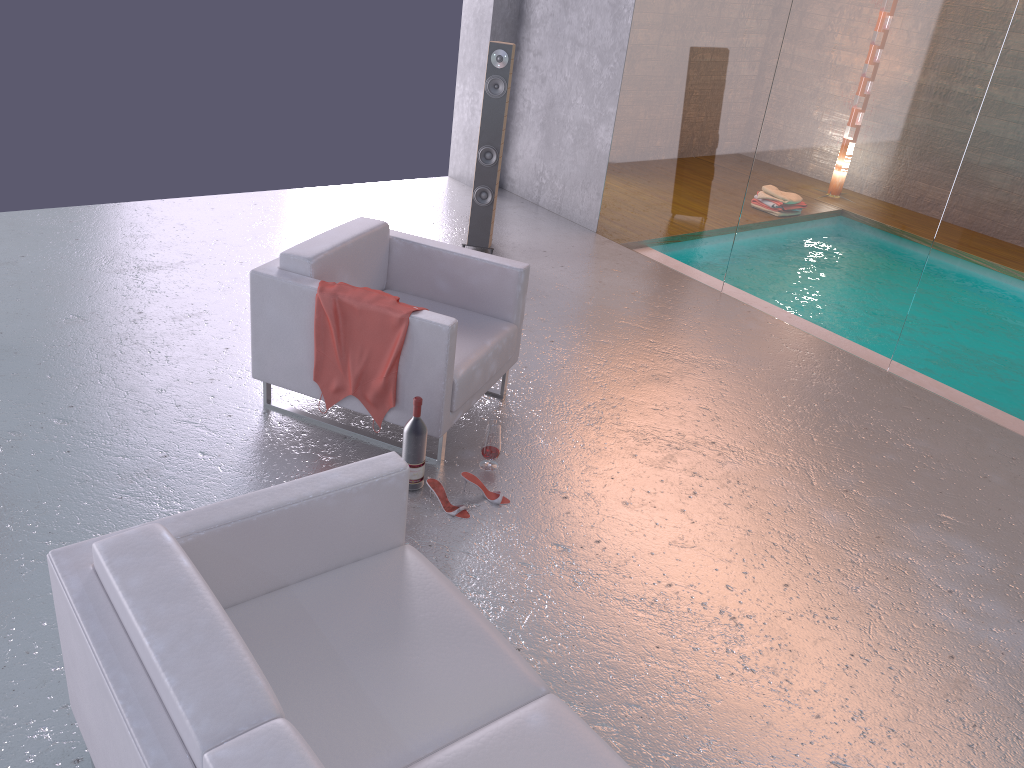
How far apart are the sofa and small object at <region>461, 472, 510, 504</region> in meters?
1.0

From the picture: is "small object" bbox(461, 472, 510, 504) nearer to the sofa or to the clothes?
the clothes

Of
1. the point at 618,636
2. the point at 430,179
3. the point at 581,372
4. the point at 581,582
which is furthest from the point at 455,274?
the point at 430,179

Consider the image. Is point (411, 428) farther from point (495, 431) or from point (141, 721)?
point (141, 721)

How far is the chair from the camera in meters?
3.8 m

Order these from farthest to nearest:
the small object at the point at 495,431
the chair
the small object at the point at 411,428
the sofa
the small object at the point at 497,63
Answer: the small object at the point at 497,63, the small object at the point at 495,431, the chair, the small object at the point at 411,428, the sofa

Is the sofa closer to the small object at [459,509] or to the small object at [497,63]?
the small object at [459,509]

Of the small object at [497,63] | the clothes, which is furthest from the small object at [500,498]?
the small object at [497,63]

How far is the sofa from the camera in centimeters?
177cm

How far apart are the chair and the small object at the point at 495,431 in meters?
0.2 m
